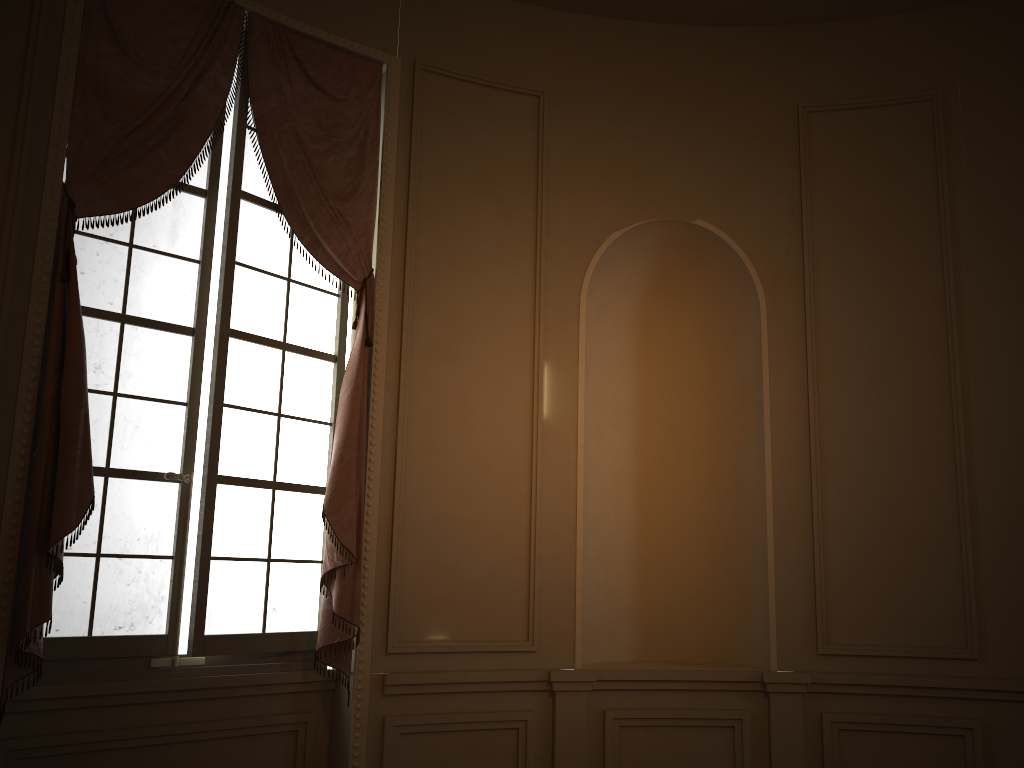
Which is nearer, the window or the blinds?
the blinds

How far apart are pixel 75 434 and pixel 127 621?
0.8m

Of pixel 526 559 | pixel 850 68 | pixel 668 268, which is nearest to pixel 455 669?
pixel 526 559

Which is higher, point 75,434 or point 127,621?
point 75,434

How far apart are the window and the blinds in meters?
0.1 m

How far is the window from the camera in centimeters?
344cm

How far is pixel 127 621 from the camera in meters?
3.4 m
